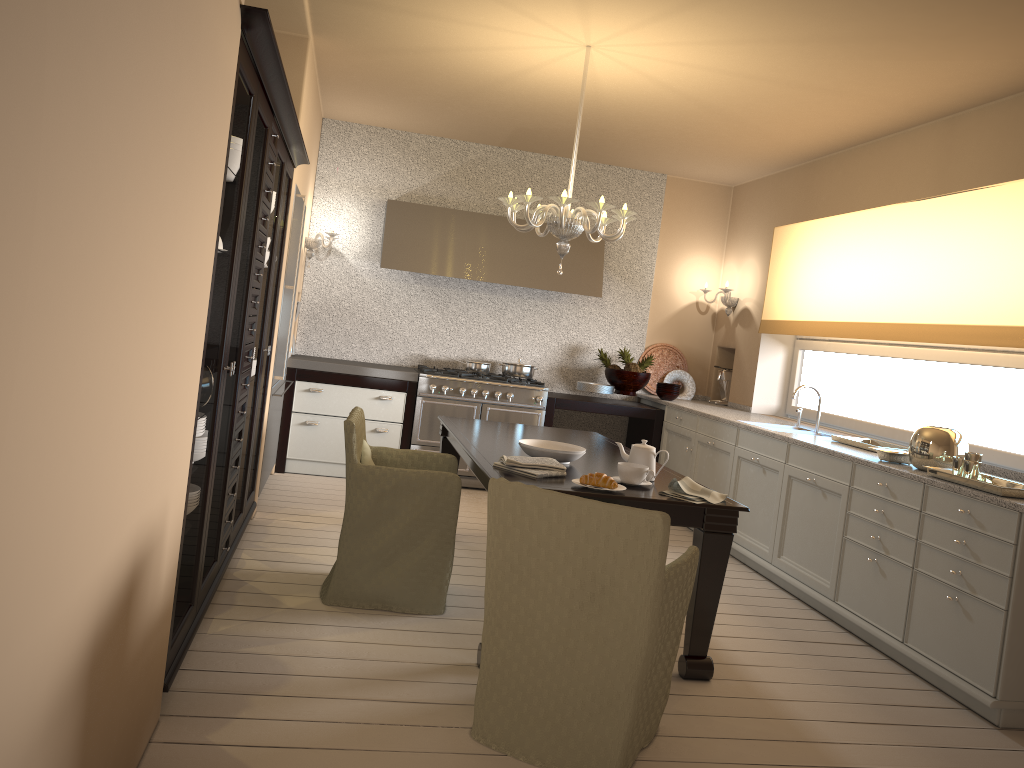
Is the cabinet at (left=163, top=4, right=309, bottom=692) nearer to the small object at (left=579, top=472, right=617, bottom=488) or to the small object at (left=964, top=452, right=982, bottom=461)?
the small object at (left=579, top=472, right=617, bottom=488)

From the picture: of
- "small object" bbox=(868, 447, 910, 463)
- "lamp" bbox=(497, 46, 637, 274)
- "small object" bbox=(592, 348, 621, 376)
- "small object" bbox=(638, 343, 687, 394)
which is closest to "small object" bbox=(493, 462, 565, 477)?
"lamp" bbox=(497, 46, 637, 274)

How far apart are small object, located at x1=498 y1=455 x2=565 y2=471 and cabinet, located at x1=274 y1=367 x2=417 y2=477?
2.9m

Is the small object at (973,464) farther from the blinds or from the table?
the table

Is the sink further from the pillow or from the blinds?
the pillow

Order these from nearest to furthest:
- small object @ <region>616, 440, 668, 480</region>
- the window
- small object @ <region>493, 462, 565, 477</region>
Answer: small object @ <region>493, 462, 565, 477</region> < small object @ <region>616, 440, 668, 480</region> < the window

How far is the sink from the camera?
5.32m

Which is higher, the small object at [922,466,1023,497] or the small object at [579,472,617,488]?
the small object at [922,466,1023,497]

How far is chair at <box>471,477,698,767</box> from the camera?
2.4m

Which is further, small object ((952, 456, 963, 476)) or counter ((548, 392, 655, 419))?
counter ((548, 392, 655, 419))
